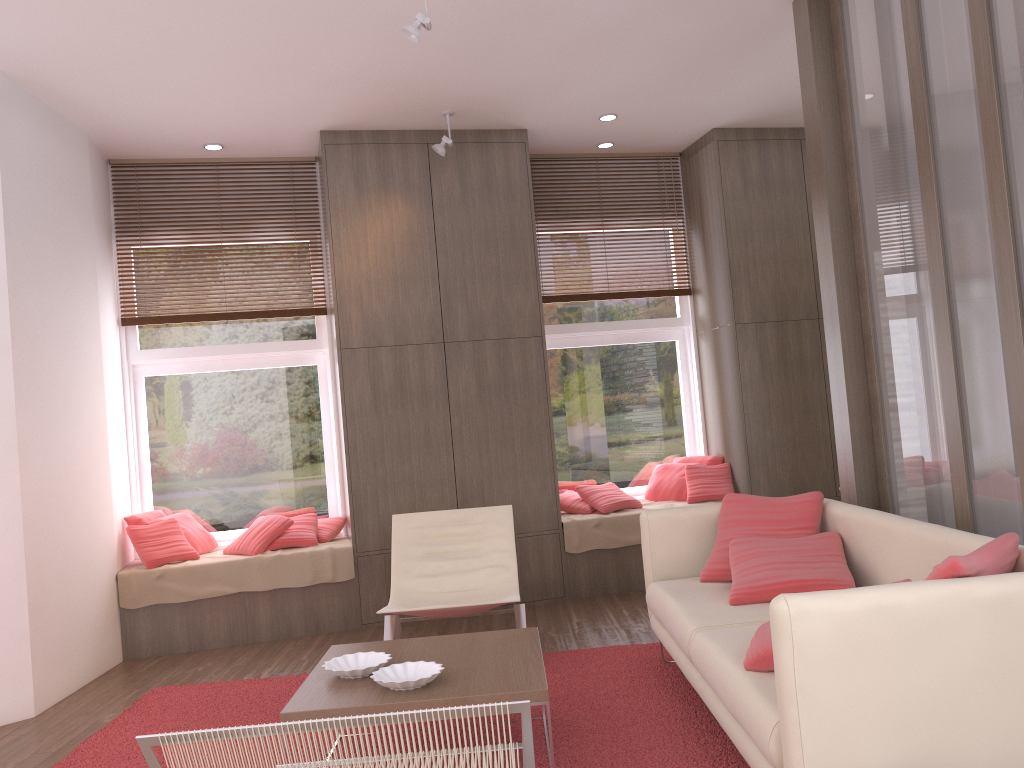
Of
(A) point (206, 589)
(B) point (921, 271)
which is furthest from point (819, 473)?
(A) point (206, 589)

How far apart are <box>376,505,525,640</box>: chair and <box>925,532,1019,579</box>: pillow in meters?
2.3

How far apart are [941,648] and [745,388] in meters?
4.3

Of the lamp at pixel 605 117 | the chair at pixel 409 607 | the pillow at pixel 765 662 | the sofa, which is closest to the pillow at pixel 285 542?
the chair at pixel 409 607

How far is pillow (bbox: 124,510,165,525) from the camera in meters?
5.7

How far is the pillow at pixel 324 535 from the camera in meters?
5.9 m

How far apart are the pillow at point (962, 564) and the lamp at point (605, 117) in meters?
4.2

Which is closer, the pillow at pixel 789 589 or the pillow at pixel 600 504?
the pillow at pixel 789 589

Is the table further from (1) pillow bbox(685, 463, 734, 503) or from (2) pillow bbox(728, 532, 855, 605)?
(1) pillow bbox(685, 463, 734, 503)

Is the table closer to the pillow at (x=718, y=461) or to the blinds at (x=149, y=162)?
the pillow at (x=718, y=461)
